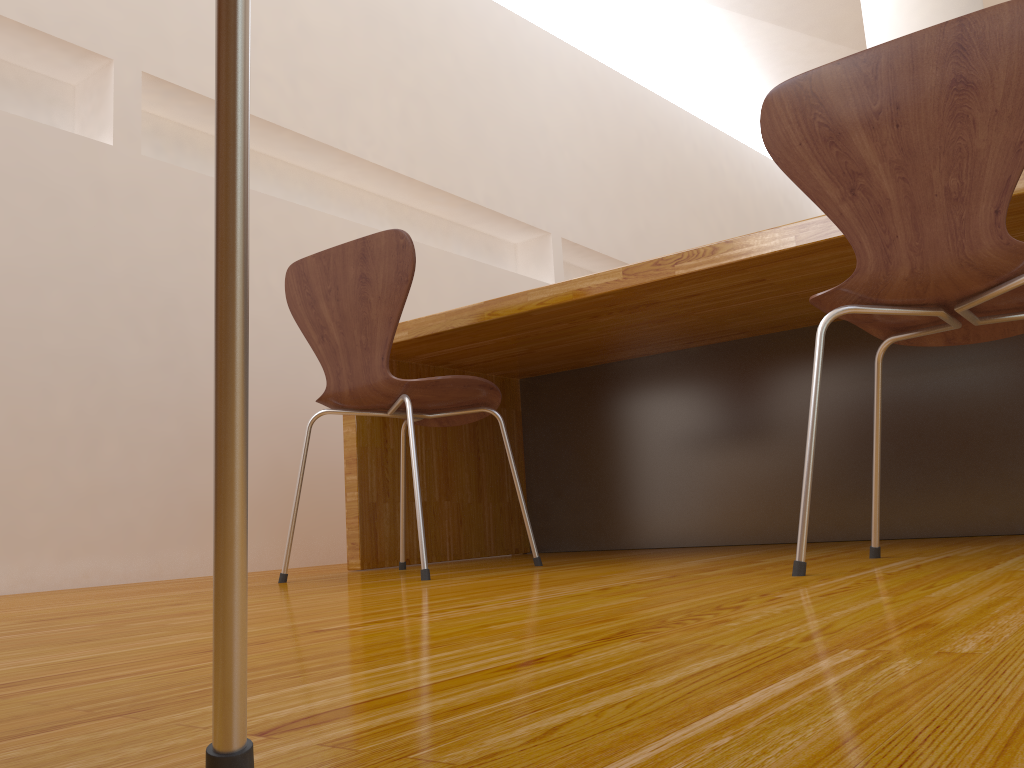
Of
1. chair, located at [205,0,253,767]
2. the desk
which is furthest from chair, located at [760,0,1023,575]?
chair, located at [205,0,253,767]

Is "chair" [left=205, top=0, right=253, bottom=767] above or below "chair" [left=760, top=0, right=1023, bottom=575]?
below

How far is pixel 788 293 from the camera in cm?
196

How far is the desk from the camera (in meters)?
1.96

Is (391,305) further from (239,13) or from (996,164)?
(239,13)

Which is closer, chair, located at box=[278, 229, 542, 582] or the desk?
chair, located at box=[278, 229, 542, 582]

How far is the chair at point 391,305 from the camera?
1.8m

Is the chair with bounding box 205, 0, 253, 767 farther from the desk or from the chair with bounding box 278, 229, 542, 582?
the desk

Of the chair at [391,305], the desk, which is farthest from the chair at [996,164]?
the chair at [391,305]

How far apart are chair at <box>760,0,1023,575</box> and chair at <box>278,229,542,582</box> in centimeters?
70cm
